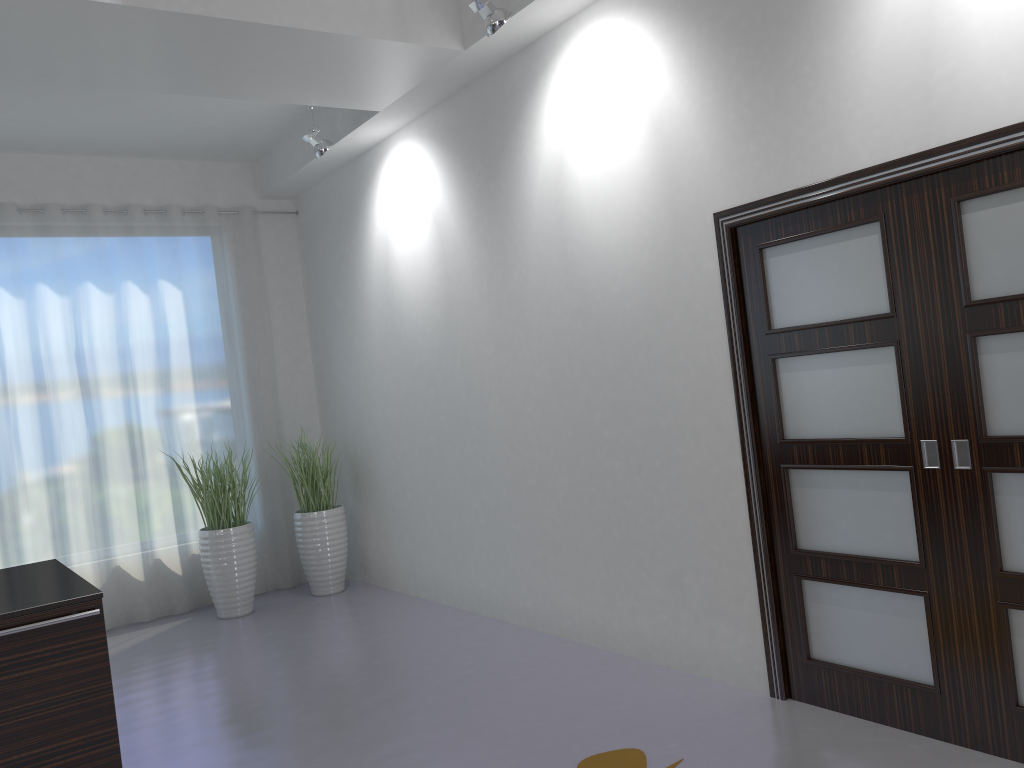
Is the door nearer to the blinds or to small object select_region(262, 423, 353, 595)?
small object select_region(262, 423, 353, 595)

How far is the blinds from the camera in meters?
6.2

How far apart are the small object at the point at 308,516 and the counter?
2.4m

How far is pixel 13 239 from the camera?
6.22m

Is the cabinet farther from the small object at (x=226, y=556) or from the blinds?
the blinds

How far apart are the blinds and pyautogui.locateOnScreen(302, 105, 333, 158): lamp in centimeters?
183cm

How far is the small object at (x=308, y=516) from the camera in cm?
668

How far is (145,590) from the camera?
6.6m

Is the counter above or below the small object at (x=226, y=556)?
above

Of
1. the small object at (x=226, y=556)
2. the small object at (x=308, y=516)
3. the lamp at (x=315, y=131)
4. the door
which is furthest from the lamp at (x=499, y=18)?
the small object at (x=226, y=556)
